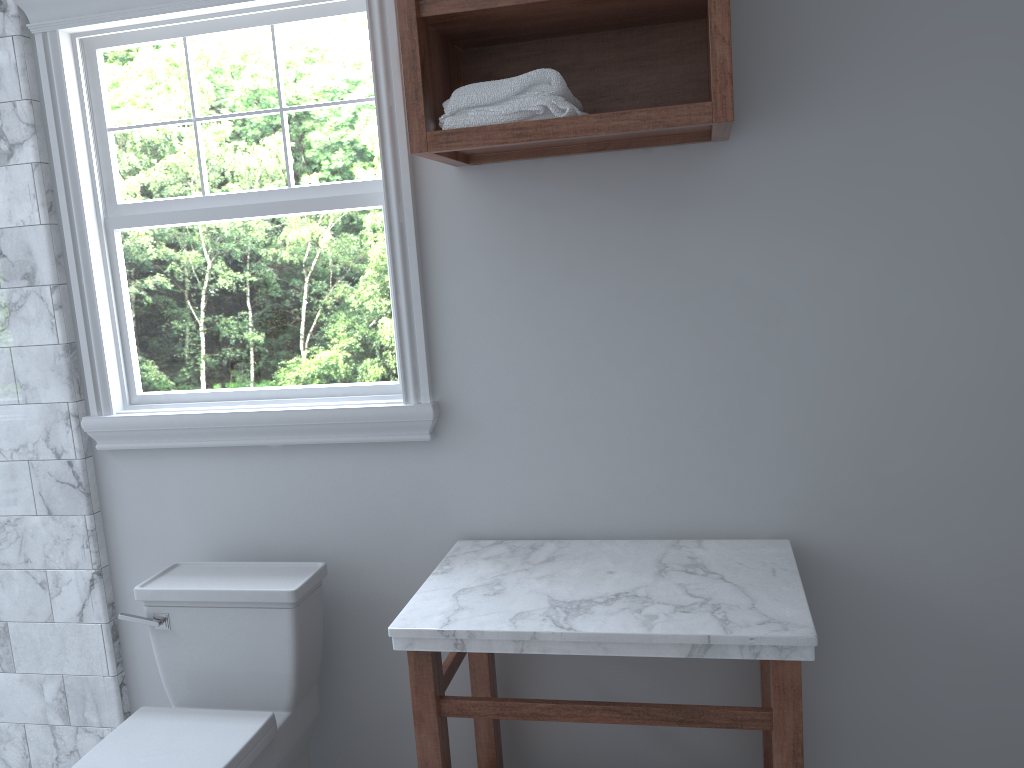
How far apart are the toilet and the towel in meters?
1.1

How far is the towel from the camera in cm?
177

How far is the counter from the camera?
1.7m

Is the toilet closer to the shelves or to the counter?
the counter

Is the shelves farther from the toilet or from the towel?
the toilet

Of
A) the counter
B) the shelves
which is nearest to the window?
the shelves

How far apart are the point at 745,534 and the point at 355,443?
1.02m

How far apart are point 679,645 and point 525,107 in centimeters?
109cm

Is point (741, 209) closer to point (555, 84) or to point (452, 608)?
point (555, 84)

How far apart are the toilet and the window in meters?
0.3
